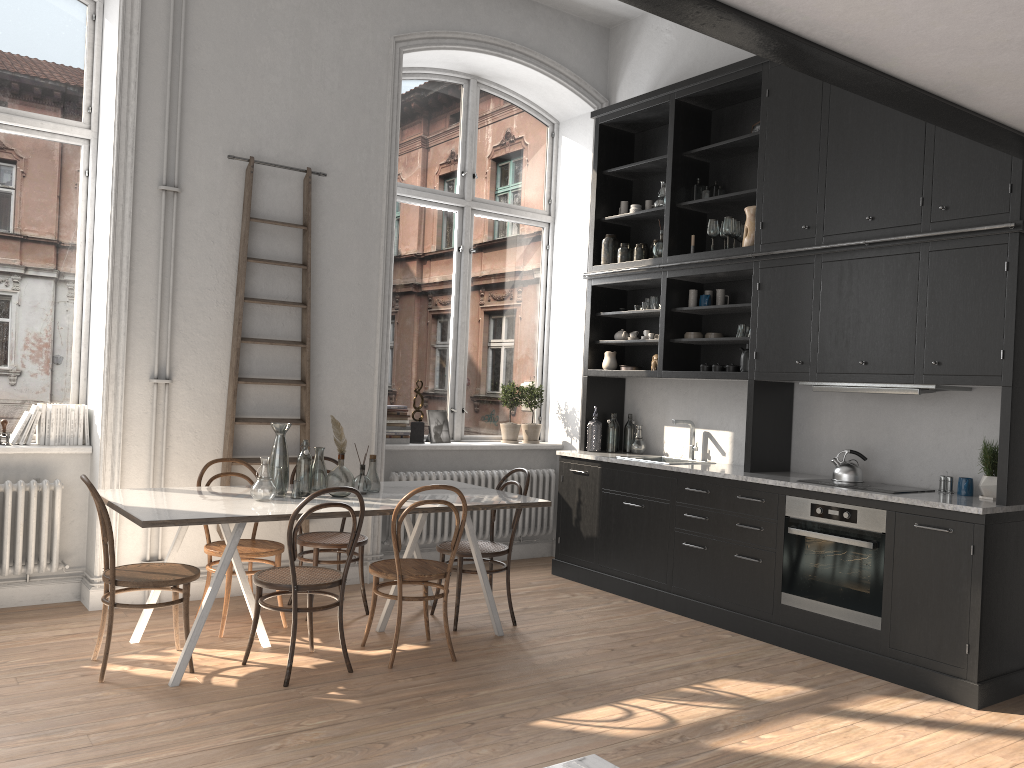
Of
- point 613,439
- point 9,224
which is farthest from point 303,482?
point 613,439

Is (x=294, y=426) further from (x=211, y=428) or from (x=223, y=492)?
(x=223, y=492)

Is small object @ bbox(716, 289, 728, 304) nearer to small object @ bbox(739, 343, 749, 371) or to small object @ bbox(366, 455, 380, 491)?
small object @ bbox(739, 343, 749, 371)

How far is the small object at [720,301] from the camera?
6.1m

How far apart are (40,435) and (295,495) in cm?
181

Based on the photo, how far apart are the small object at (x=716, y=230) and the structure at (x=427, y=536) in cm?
241

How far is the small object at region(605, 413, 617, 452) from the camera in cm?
678

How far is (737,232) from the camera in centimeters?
591cm

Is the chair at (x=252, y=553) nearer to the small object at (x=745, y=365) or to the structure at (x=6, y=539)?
the structure at (x=6, y=539)

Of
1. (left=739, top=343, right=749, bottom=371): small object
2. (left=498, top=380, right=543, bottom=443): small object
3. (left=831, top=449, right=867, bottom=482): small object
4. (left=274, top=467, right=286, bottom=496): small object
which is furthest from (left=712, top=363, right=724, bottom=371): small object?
(left=274, top=467, right=286, bottom=496): small object
